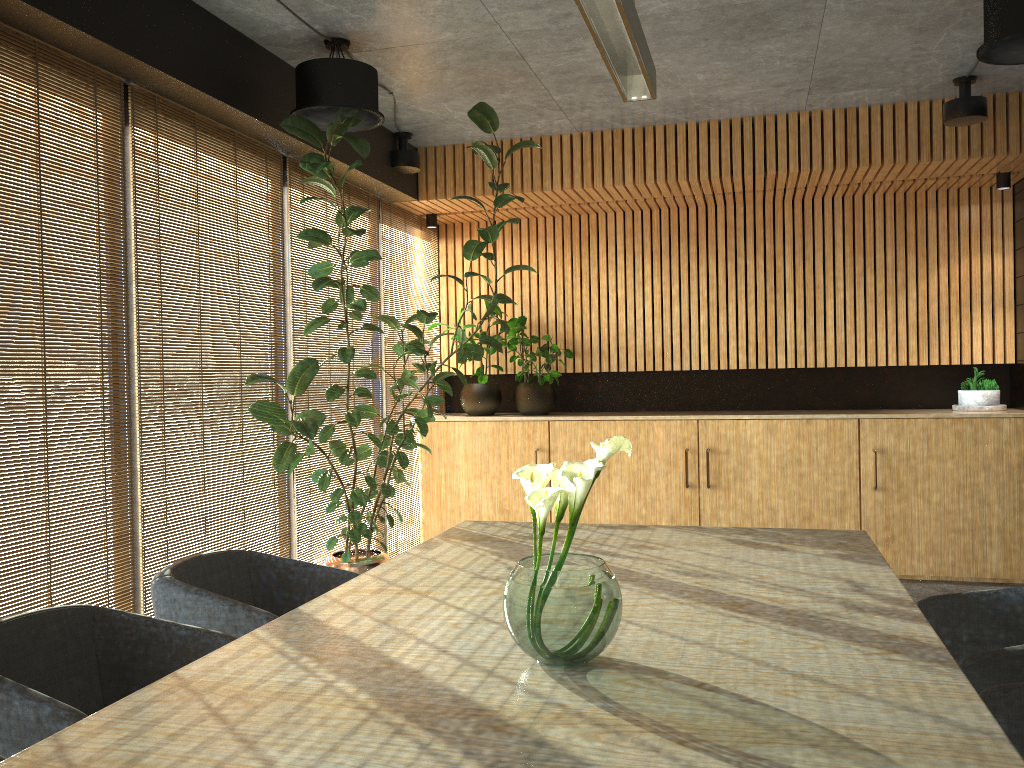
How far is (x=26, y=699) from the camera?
2.2m

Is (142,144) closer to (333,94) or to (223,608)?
(333,94)

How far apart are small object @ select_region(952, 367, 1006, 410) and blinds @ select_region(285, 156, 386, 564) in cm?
458

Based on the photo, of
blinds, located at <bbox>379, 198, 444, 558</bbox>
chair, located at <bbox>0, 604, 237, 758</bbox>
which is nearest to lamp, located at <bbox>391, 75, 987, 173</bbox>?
blinds, located at <bbox>379, 198, 444, 558</bbox>

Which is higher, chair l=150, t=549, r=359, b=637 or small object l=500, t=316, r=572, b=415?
small object l=500, t=316, r=572, b=415

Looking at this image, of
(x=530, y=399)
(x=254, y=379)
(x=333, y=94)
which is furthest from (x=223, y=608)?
(x=530, y=399)

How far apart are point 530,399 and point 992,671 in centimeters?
541cm

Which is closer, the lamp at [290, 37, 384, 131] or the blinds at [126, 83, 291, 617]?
the blinds at [126, 83, 291, 617]

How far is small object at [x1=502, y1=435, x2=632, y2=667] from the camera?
2.04m

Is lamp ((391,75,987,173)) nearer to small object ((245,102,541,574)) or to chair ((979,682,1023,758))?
small object ((245,102,541,574))
